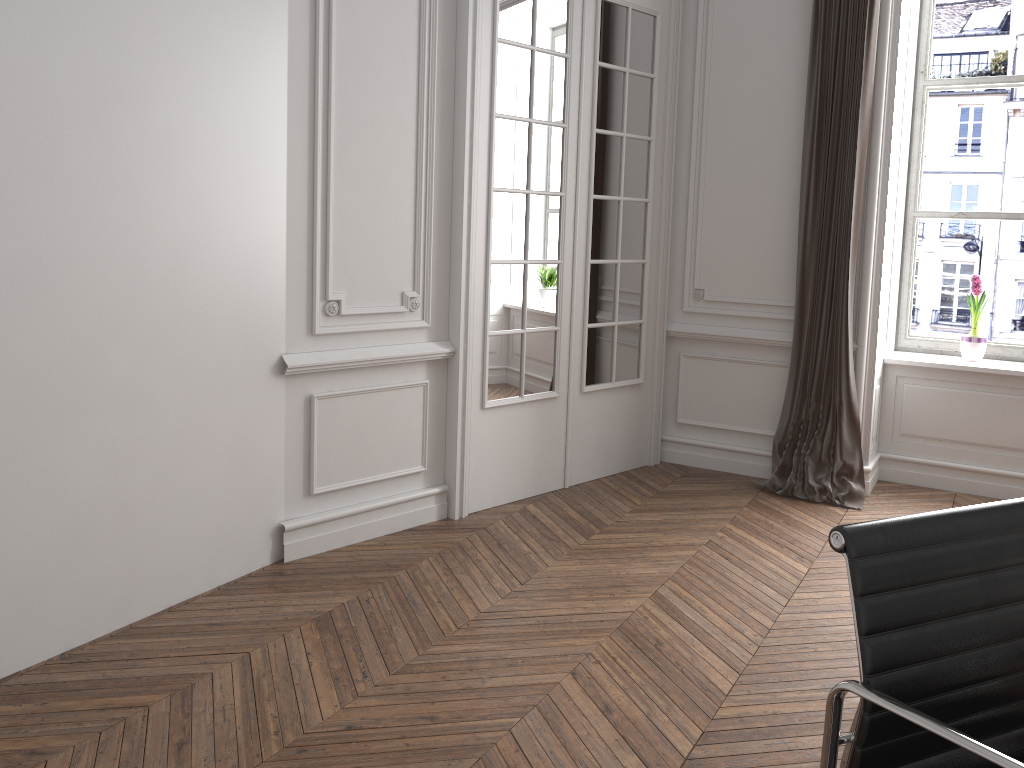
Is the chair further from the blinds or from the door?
the blinds

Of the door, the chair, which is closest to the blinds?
the door

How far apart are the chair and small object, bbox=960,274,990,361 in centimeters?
372cm

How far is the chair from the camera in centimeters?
124cm

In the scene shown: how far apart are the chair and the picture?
3.9 meters

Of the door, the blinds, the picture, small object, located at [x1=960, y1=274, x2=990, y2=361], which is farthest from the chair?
the picture

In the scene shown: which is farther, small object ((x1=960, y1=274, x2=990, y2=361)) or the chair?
small object ((x1=960, y1=274, x2=990, y2=361))

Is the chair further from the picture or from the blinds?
the picture

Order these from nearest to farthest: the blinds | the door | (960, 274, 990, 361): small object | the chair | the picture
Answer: the chair, the door, the blinds, (960, 274, 990, 361): small object, the picture

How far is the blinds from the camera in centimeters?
438cm
